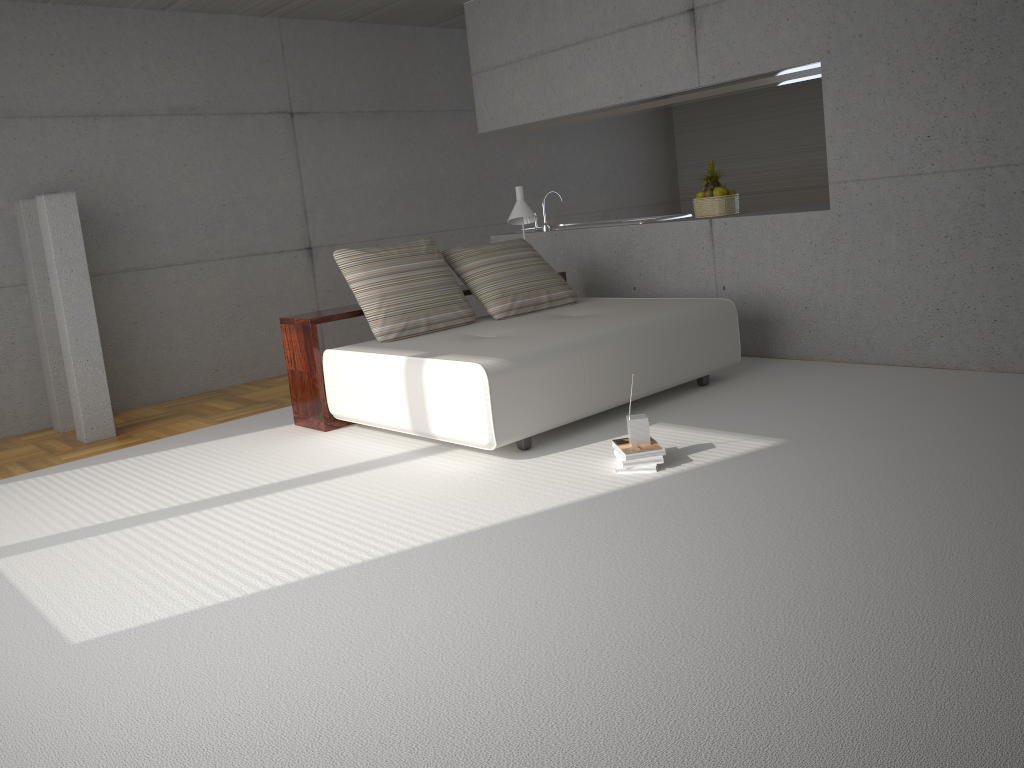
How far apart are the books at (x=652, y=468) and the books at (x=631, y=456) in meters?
0.1 m

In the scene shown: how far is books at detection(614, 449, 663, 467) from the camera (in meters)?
4.07

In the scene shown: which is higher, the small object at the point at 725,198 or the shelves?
the small object at the point at 725,198

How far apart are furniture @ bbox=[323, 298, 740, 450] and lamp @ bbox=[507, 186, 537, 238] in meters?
0.8

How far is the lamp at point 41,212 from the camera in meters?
5.8 m

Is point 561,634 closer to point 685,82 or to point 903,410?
point 903,410

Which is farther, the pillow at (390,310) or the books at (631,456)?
the pillow at (390,310)

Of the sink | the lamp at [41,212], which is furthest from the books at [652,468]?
the lamp at [41,212]

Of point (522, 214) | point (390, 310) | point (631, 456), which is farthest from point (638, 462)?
point (522, 214)

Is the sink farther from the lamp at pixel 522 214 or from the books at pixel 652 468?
the books at pixel 652 468
